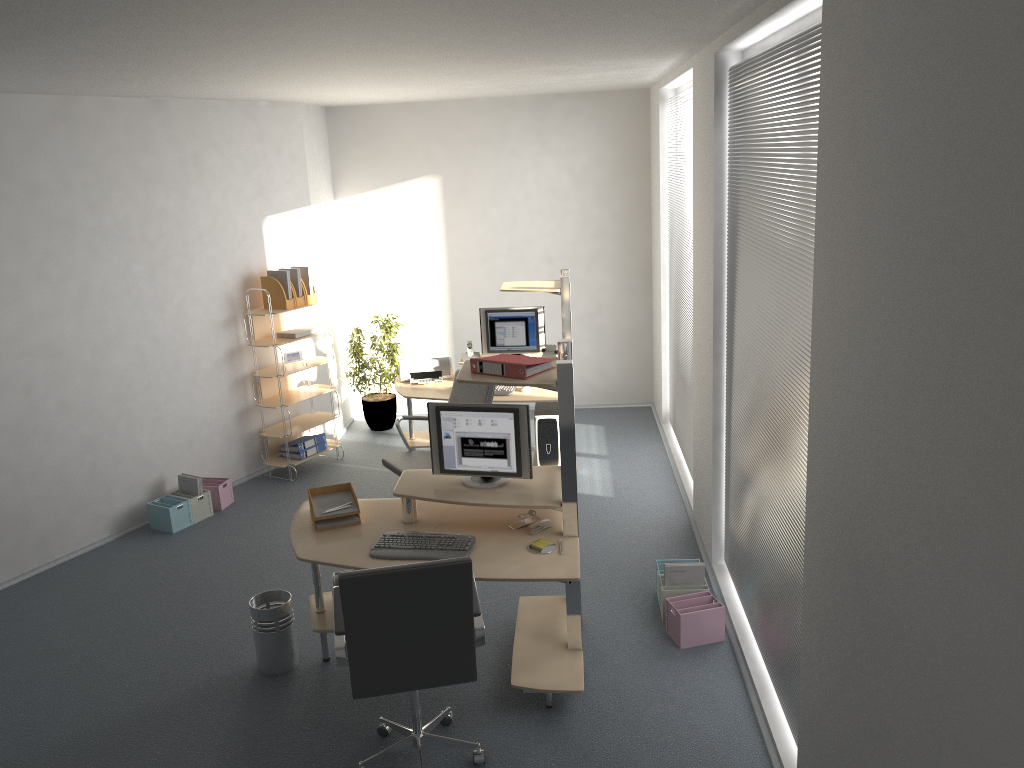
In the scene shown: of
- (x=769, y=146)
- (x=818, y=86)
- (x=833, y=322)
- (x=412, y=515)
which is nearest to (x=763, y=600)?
(x=412, y=515)

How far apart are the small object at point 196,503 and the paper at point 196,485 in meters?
0.1 m

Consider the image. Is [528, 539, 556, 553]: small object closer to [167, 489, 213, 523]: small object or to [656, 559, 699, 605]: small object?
[656, 559, 699, 605]: small object

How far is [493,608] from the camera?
5.01m

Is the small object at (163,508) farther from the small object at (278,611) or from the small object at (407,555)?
the small object at (407,555)

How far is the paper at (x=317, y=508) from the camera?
4.5 meters

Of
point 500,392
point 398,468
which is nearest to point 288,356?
point 500,392

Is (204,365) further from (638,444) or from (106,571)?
(638,444)

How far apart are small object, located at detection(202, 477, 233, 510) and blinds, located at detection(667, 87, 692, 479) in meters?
3.5 m

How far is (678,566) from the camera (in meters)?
4.72
